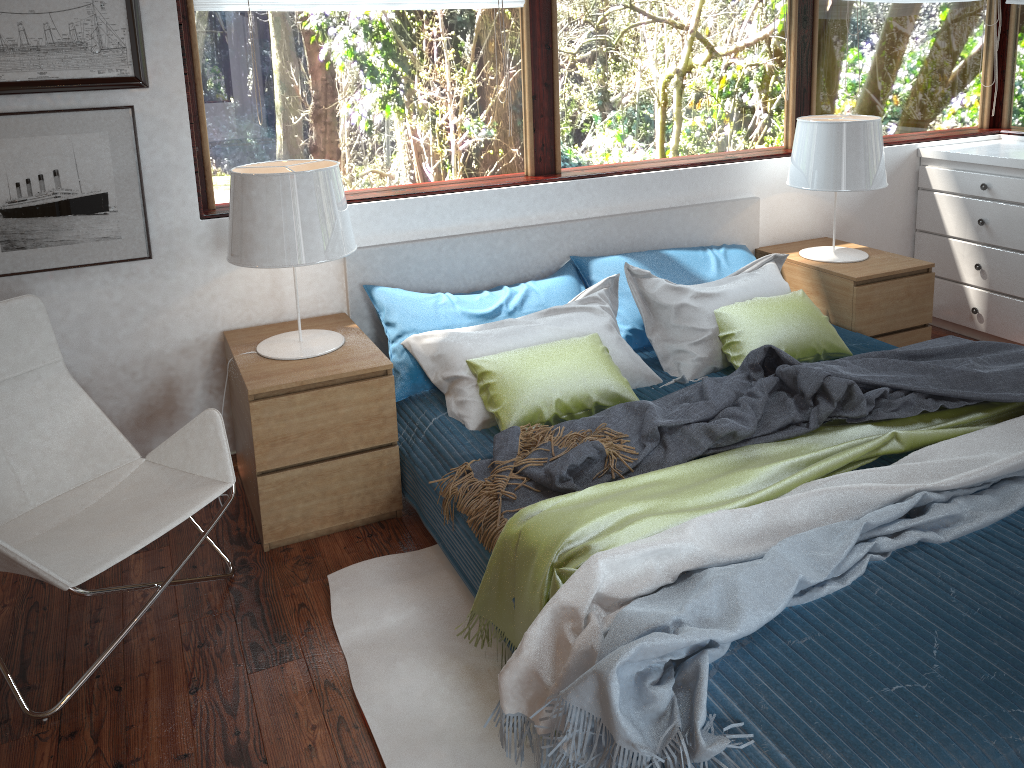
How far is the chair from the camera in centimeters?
216cm

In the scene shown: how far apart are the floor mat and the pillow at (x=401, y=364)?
0.6m

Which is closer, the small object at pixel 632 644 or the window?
the small object at pixel 632 644

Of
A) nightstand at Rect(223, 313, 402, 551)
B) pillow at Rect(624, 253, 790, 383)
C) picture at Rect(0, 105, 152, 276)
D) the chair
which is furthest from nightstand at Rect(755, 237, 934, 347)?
picture at Rect(0, 105, 152, 276)

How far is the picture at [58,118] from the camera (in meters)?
2.61

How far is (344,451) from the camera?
2.7m

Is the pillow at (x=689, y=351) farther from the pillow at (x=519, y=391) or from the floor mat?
the floor mat

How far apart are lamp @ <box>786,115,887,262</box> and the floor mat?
2.1 meters

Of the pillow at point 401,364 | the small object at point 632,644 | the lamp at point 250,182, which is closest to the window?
the lamp at point 250,182

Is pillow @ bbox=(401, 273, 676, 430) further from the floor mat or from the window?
the window
